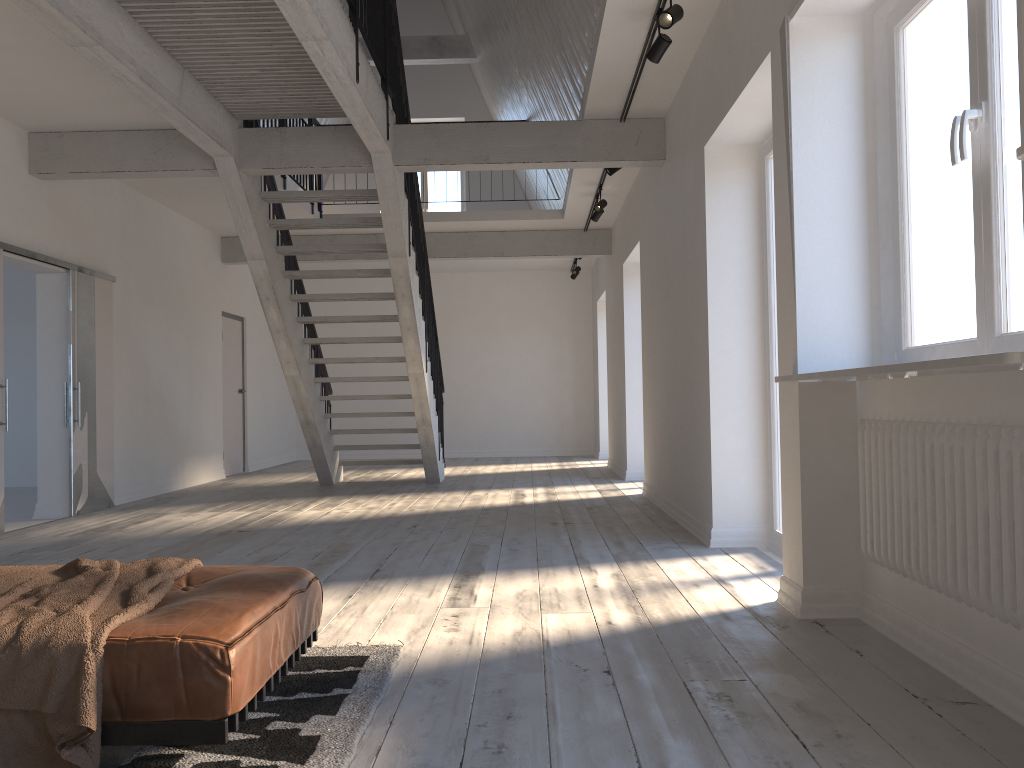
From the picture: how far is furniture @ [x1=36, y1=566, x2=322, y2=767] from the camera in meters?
2.0

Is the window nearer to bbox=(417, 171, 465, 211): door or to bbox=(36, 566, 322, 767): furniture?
bbox=(36, 566, 322, 767): furniture

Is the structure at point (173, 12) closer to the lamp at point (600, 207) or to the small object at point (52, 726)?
the lamp at point (600, 207)

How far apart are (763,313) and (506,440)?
9.3 meters

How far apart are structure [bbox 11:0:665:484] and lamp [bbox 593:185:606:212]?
1.7 meters

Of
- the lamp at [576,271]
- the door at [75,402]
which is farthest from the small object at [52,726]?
the lamp at [576,271]

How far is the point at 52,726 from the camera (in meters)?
1.92

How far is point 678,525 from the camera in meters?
6.1

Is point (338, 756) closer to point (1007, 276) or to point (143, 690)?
point (143, 690)

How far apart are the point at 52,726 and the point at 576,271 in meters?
11.3
